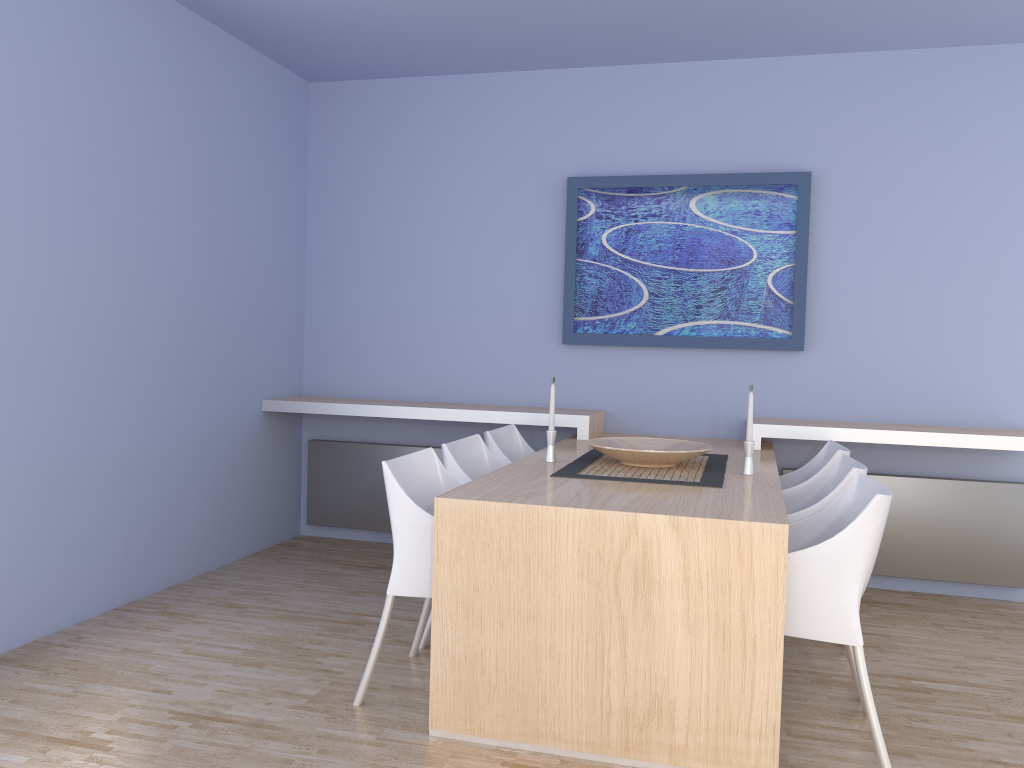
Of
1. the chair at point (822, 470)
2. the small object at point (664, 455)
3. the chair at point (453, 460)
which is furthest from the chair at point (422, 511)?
the chair at point (822, 470)

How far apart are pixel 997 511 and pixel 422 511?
3.0 meters

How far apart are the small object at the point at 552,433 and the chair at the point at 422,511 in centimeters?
45cm

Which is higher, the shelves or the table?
the shelves

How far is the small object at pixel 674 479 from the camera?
3.12m

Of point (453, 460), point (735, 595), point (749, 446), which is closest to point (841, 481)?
point (749, 446)

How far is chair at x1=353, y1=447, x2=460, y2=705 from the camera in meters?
2.8

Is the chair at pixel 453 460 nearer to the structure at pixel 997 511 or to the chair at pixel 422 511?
the chair at pixel 422 511

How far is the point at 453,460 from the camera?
3.4m

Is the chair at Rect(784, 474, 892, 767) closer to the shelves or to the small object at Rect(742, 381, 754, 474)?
the small object at Rect(742, 381, 754, 474)
